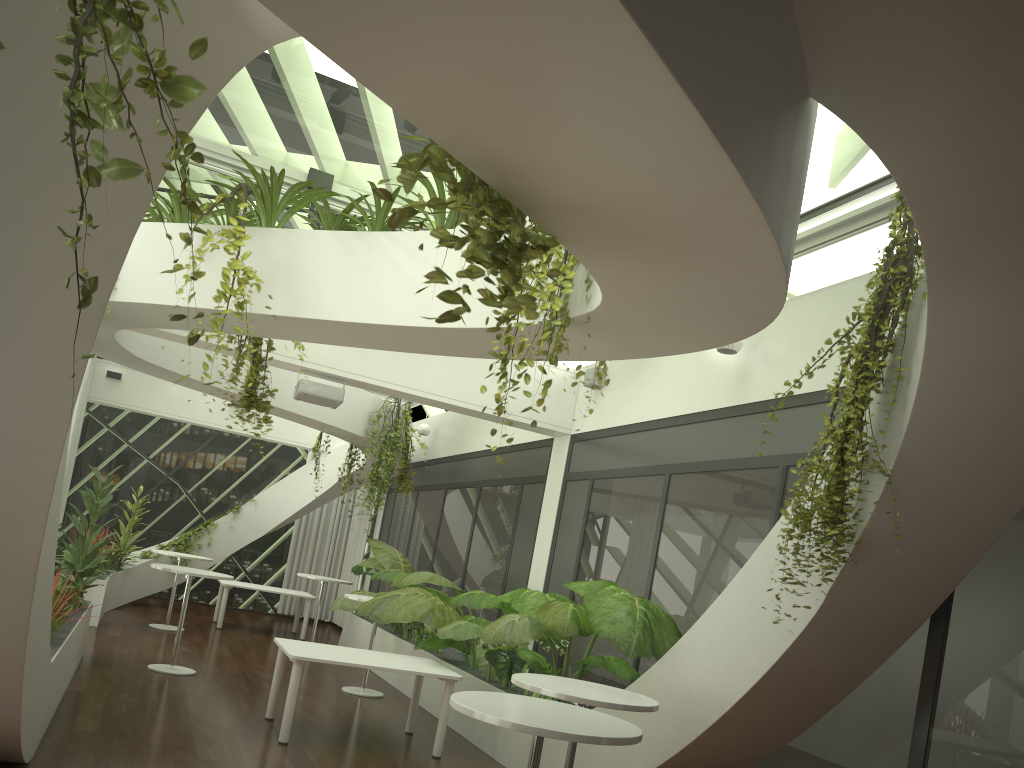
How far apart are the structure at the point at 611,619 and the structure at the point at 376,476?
0.45m

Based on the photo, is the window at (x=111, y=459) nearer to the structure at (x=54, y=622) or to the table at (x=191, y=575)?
the table at (x=191, y=575)

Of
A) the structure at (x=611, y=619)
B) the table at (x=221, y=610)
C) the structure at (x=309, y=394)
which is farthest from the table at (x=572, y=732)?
the table at (x=221, y=610)

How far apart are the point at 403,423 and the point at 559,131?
11.1 meters

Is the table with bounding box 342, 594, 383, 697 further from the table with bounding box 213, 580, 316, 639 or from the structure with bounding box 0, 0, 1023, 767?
the table with bounding box 213, 580, 316, 639

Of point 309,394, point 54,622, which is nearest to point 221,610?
point 309,394

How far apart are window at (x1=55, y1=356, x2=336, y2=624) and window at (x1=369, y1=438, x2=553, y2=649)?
2.5m

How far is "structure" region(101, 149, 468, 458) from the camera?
5.8m

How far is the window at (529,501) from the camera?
10.01m

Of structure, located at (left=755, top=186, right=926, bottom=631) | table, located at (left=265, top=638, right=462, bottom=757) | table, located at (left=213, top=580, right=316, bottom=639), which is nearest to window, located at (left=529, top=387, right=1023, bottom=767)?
structure, located at (left=755, top=186, right=926, bottom=631)
